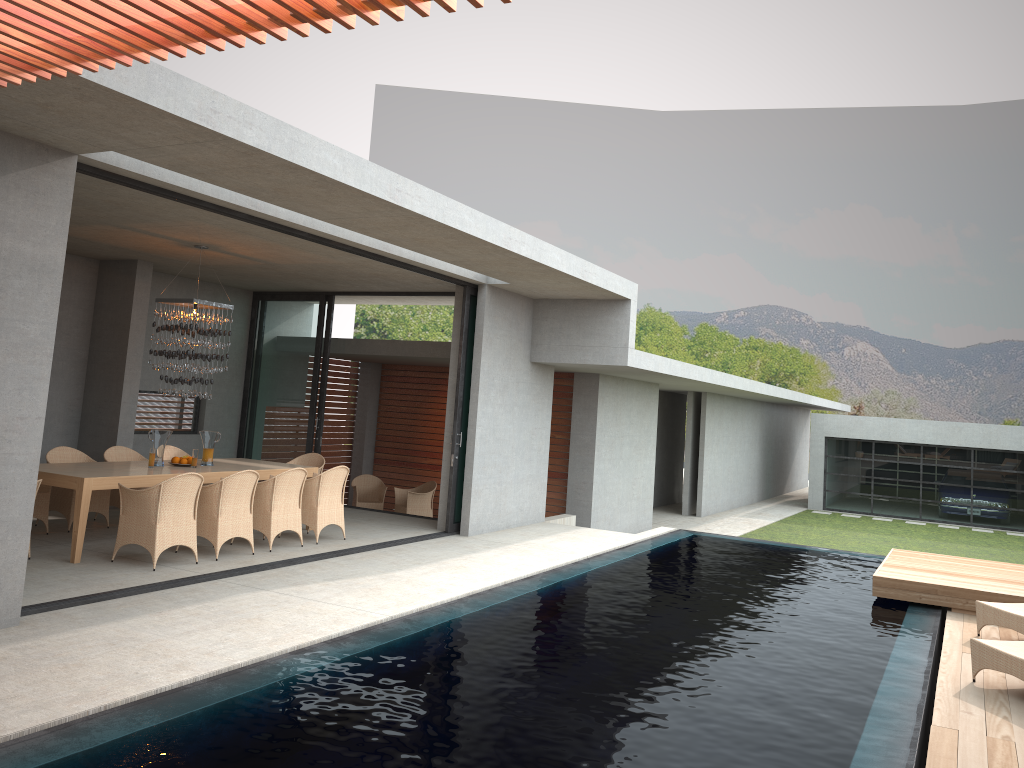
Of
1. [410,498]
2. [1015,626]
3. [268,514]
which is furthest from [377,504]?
[1015,626]

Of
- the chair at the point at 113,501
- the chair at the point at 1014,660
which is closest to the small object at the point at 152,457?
the chair at the point at 113,501

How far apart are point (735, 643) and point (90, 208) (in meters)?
6.91

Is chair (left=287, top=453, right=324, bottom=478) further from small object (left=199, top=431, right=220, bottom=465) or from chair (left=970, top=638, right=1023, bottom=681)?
chair (left=970, top=638, right=1023, bottom=681)

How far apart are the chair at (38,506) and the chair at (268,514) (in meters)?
2.19

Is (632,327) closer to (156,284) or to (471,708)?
(156,284)

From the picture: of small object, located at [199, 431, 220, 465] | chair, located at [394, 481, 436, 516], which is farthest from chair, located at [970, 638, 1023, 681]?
small object, located at [199, 431, 220, 465]

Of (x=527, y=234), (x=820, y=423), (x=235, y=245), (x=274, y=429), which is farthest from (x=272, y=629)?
(x=820, y=423)

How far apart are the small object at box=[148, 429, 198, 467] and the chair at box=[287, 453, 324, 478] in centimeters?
242cm

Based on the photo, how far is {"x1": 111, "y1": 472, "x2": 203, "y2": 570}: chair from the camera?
8.0m
